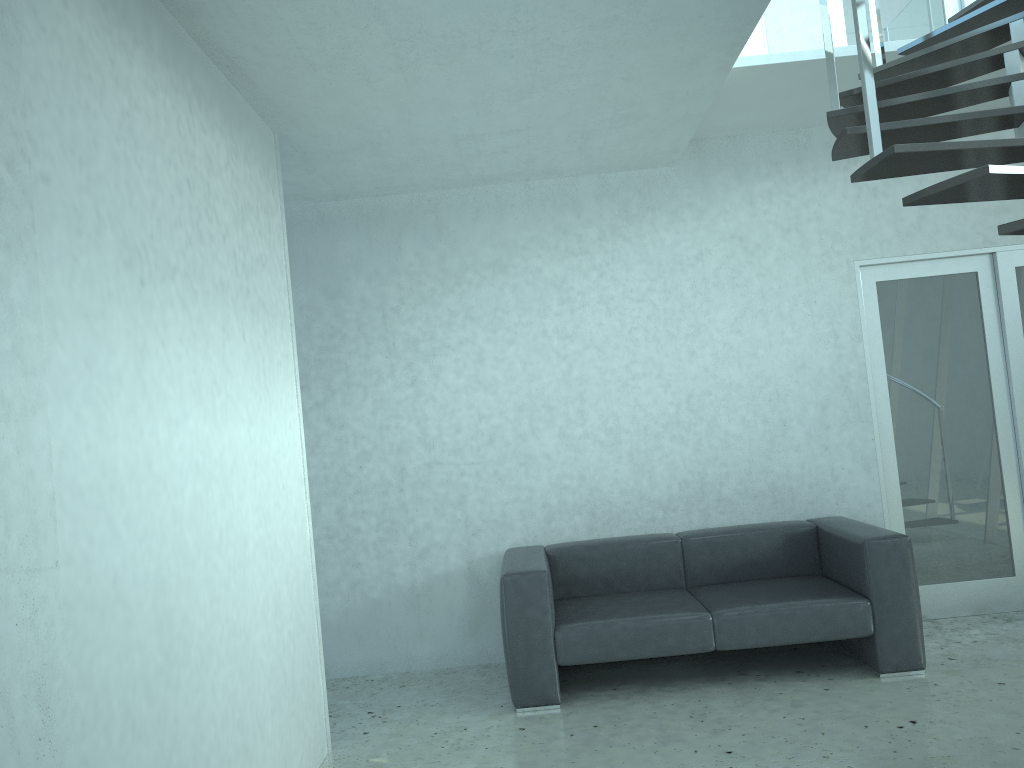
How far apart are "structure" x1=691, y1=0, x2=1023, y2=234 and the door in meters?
0.9

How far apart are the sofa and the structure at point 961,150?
2.0 meters

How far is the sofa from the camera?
4.20m

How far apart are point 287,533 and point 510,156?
2.3m

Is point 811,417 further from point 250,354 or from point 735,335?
point 250,354

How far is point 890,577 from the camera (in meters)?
4.20

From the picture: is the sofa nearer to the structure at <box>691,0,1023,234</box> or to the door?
the door

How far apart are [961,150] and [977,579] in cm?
349

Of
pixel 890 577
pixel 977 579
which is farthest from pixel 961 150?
pixel 977 579

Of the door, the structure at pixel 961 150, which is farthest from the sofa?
the structure at pixel 961 150
